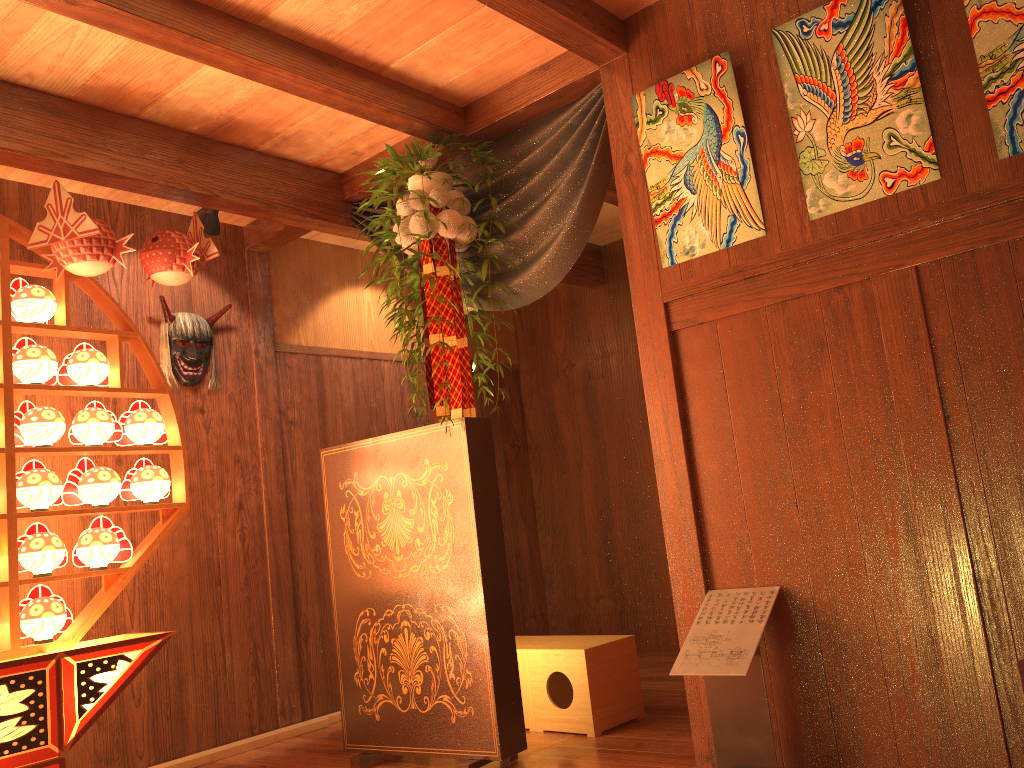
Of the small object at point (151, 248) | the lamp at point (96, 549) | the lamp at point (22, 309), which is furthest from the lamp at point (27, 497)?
the small object at point (151, 248)

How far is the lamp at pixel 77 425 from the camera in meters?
3.3

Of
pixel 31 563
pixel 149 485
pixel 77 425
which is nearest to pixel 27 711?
pixel 31 563

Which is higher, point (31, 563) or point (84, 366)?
point (84, 366)

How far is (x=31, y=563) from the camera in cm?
306

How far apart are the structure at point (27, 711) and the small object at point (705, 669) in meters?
1.8

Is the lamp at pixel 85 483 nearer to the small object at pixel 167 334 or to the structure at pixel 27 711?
the structure at pixel 27 711

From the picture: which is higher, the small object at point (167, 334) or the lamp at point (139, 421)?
the small object at point (167, 334)

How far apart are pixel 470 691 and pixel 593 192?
1.9 meters

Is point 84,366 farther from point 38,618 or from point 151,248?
point 38,618
